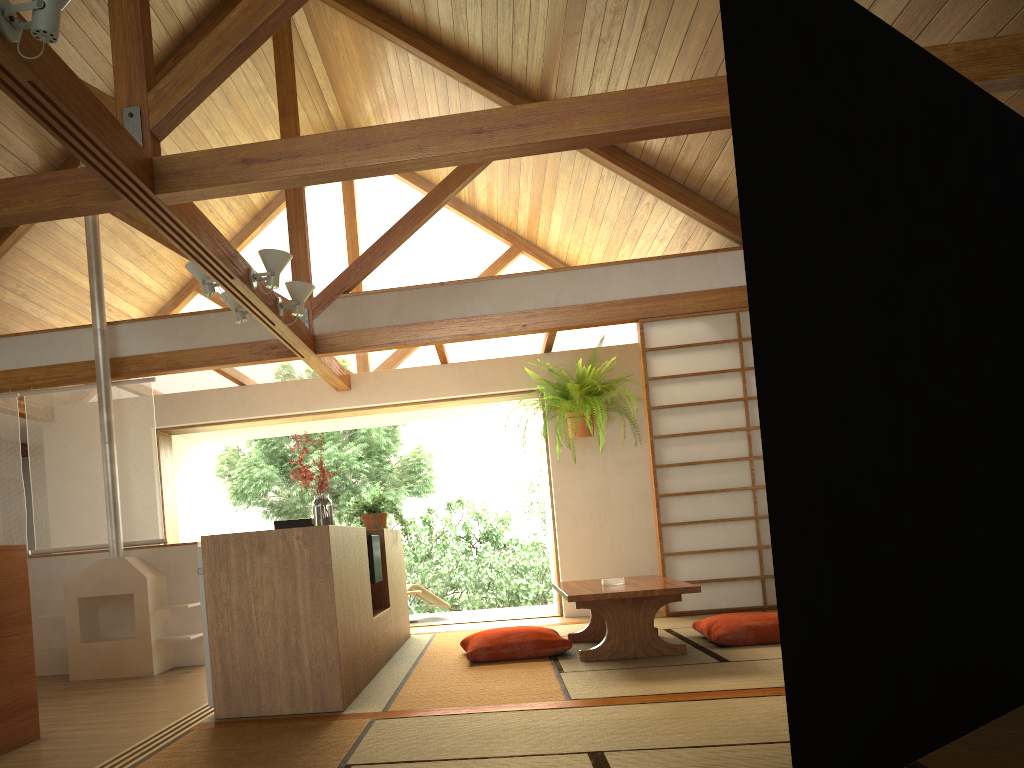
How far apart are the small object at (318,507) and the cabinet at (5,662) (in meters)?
1.23

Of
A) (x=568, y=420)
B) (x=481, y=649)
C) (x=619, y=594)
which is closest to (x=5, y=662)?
(x=481, y=649)

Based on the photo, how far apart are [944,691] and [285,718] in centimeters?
226cm

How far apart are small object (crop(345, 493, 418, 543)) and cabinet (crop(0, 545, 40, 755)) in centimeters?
214cm

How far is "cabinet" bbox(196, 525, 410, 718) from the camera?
3.40m

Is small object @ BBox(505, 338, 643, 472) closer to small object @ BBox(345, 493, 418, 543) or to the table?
small object @ BBox(345, 493, 418, 543)

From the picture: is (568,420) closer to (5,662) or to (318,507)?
(318,507)

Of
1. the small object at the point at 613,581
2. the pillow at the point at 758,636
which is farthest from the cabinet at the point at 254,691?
the pillow at the point at 758,636

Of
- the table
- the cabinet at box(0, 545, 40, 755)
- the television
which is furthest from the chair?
the cabinet at box(0, 545, 40, 755)

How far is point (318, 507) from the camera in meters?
4.1 m
